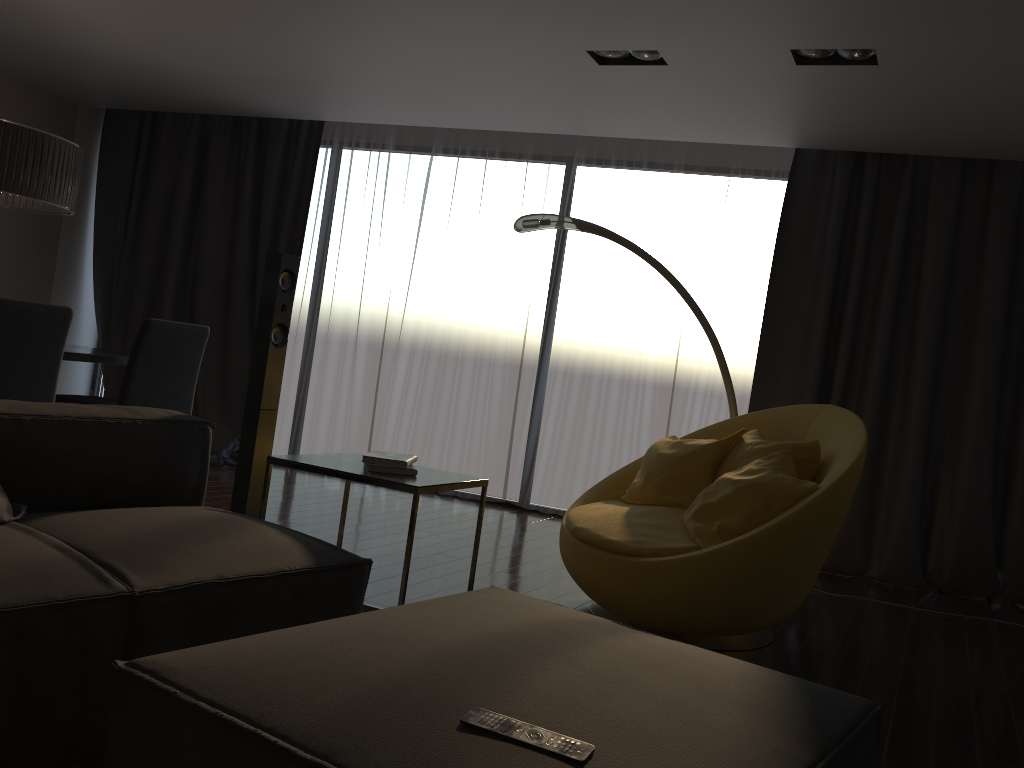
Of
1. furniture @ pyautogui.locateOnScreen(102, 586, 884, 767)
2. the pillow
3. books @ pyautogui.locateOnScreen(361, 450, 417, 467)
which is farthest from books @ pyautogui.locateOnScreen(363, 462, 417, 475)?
the pillow

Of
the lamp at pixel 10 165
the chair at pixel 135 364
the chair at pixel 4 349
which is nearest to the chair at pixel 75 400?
the chair at pixel 135 364

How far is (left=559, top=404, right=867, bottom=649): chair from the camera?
3.0m

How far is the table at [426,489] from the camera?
2.8 meters

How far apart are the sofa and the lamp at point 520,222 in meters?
2.0 m

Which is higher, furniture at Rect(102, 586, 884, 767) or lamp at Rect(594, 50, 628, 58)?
lamp at Rect(594, 50, 628, 58)

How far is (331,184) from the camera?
6.81m

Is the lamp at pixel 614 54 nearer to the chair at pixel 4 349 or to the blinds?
the blinds

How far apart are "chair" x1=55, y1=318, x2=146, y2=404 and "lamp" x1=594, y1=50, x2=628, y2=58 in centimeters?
326cm

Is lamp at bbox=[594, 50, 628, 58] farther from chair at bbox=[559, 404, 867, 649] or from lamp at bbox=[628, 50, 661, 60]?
chair at bbox=[559, 404, 867, 649]
